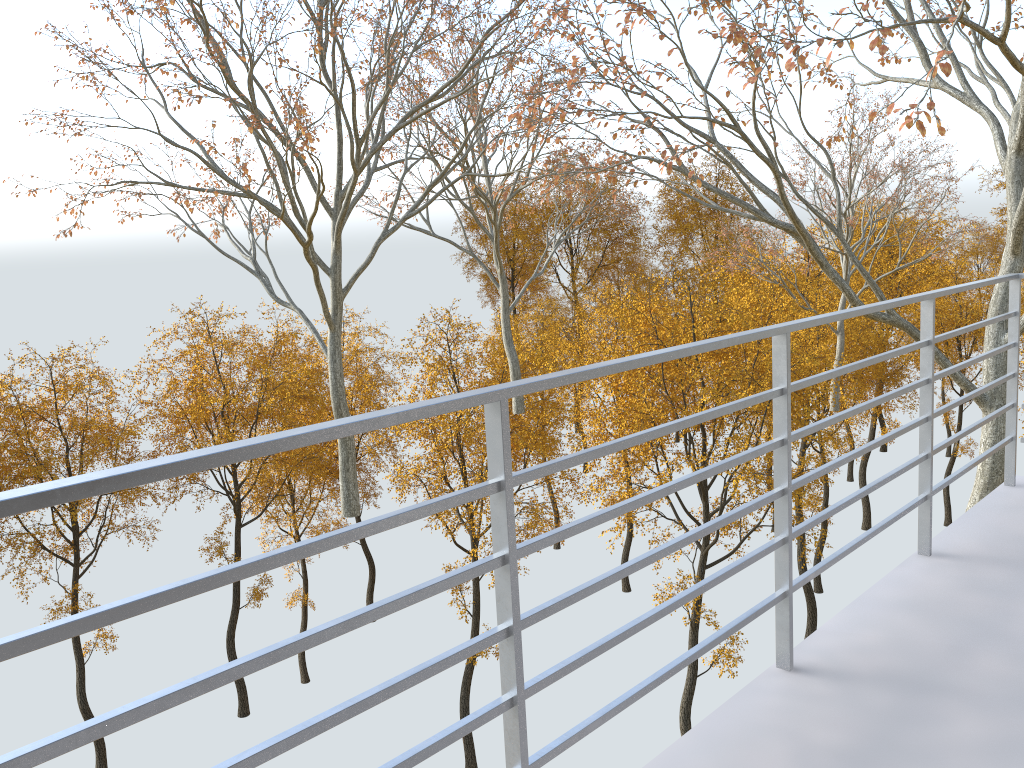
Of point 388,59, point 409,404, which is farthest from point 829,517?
point 388,59

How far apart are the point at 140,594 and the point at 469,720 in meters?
0.7
